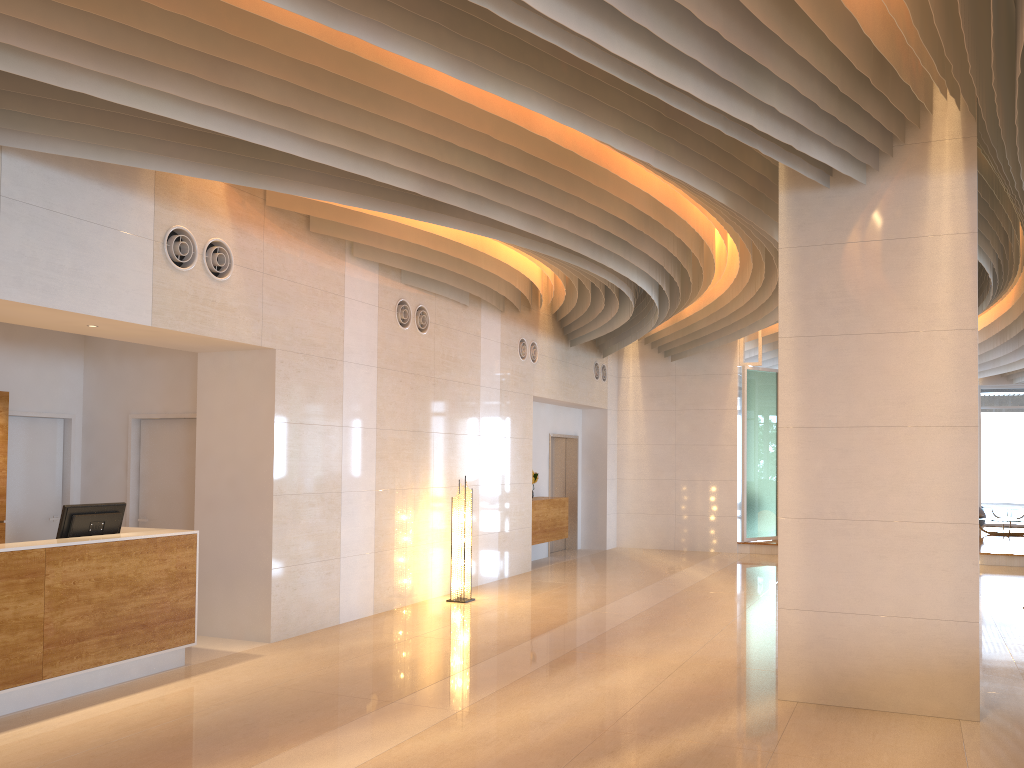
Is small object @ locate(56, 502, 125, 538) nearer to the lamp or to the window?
the lamp

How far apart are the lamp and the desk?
3.7 meters

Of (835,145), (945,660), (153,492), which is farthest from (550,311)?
(945,660)

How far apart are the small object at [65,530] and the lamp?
4.1m

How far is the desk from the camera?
5.62m

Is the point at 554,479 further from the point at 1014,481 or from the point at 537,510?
the point at 1014,481

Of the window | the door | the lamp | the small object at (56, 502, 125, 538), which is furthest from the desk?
the window

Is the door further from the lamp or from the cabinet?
the lamp

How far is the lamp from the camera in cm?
1016

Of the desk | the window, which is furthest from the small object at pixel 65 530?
the window
